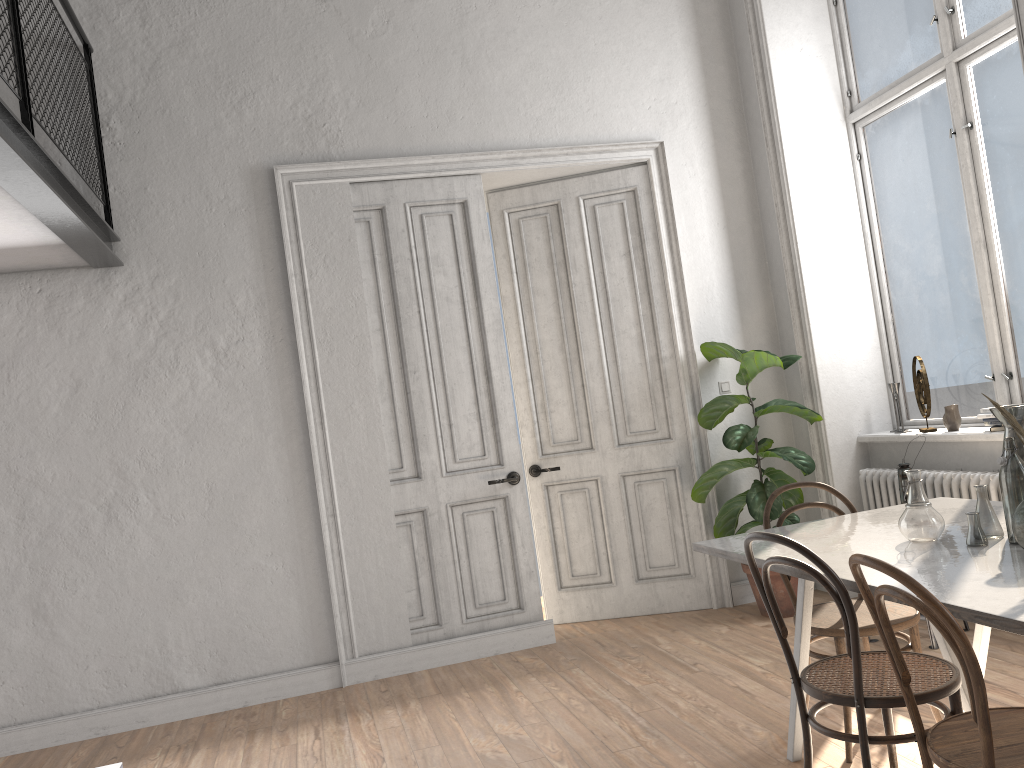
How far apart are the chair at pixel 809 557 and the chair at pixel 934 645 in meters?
1.5 m

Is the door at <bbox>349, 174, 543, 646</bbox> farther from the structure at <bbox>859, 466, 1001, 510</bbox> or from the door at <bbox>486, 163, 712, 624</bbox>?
the structure at <bbox>859, 466, 1001, 510</bbox>

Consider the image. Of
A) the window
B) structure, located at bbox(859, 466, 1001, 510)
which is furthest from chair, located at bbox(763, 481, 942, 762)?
the window

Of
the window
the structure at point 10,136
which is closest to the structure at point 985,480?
the window

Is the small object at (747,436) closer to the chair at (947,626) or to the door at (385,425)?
the door at (385,425)

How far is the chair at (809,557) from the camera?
2.4m

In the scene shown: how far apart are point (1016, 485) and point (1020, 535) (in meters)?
0.22

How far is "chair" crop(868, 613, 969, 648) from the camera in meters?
4.1 m

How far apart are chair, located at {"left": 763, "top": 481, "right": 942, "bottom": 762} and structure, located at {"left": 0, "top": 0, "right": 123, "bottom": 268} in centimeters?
301cm

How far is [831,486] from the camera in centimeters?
532cm
